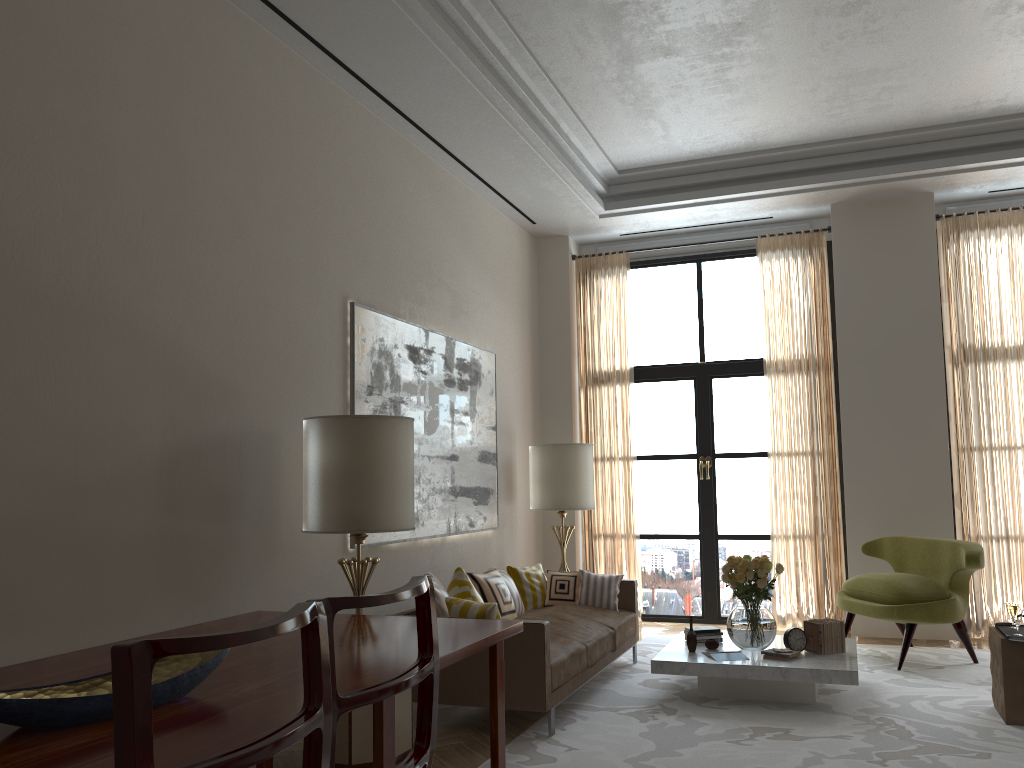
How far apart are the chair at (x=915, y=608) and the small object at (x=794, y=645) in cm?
139

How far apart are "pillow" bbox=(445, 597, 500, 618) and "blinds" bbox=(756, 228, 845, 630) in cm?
523

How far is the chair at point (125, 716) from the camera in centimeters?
160cm

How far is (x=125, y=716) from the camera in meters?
1.6 m

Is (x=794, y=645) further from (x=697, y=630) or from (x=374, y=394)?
(x=374, y=394)

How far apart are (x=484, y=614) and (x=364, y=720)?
1.2 meters

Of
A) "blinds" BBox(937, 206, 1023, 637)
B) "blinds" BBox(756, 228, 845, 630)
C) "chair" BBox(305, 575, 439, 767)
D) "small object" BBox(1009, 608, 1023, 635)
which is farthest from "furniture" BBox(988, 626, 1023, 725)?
"chair" BBox(305, 575, 439, 767)

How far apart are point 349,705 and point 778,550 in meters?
9.2

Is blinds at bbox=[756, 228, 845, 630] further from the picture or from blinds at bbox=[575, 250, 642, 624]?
the picture

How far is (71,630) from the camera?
4.50m
